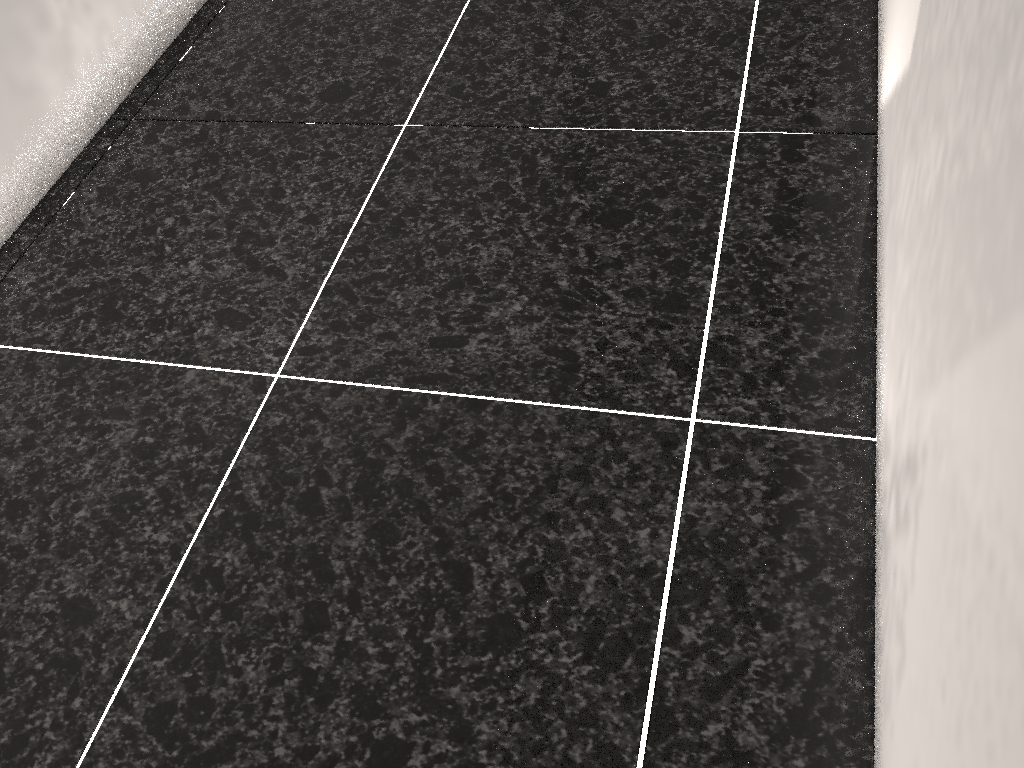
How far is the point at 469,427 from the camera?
1.17m
